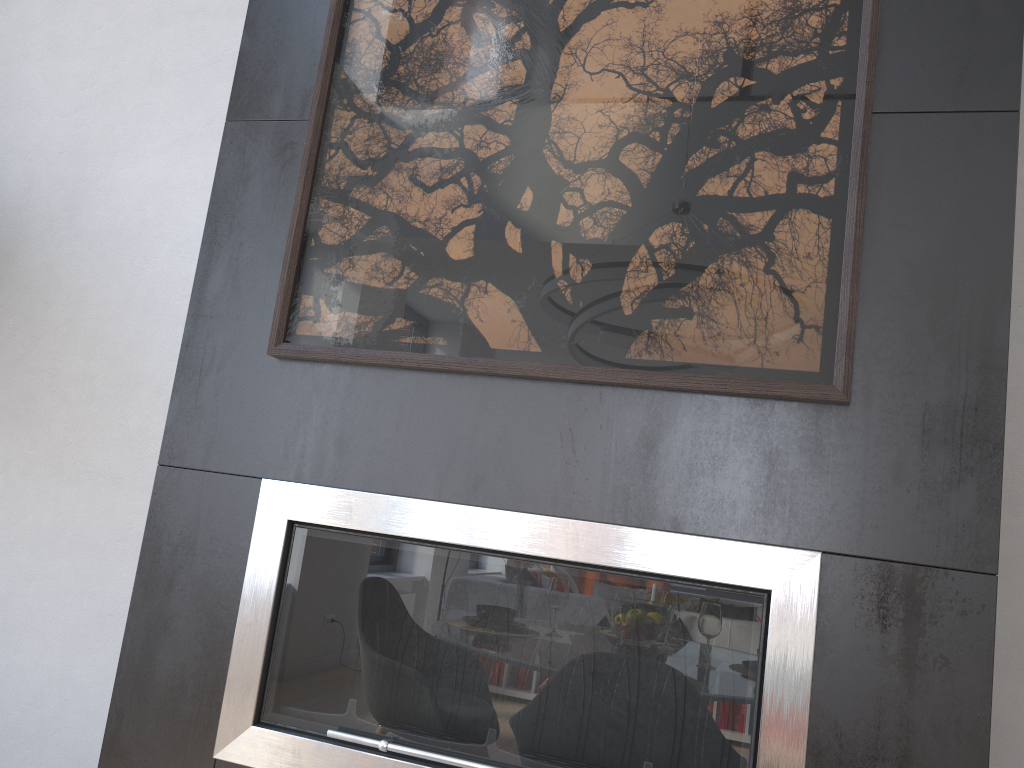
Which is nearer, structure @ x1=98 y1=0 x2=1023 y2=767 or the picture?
structure @ x1=98 y1=0 x2=1023 y2=767

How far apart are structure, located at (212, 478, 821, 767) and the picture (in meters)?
0.24

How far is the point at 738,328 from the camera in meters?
1.5 m

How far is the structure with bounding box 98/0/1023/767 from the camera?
1.3 meters

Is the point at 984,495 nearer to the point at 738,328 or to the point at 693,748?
the point at 738,328

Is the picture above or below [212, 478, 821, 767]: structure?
above

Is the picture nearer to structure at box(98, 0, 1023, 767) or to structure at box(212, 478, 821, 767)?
structure at box(98, 0, 1023, 767)

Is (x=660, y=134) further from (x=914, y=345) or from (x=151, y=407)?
(x=151, y=407)

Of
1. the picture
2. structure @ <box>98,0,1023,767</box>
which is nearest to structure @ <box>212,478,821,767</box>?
structure @ <box>98,0,1023,767</box>

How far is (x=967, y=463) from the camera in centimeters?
134cm
